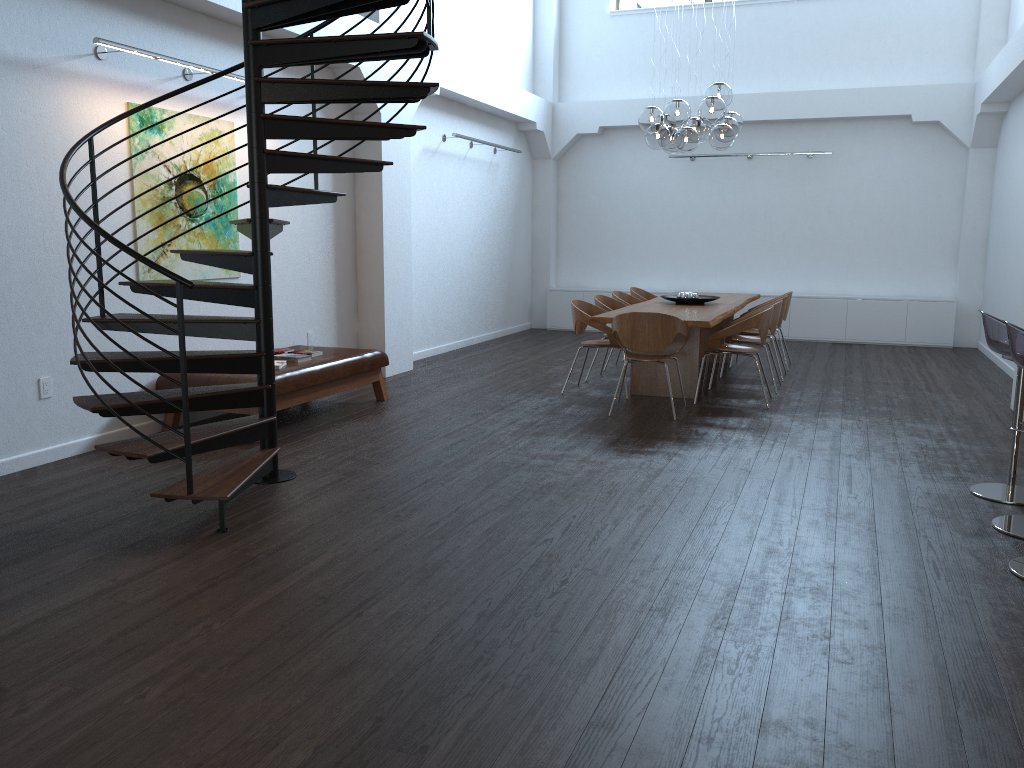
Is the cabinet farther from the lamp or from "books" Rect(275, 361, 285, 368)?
"books" Rect(275, 361, 285, 368)

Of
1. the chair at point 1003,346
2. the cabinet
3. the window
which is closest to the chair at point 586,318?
the chair at point 1003,346

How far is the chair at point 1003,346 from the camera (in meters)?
4.68

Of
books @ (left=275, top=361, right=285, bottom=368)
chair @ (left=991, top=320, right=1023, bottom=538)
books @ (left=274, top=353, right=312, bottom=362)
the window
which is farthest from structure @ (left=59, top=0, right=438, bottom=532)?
the window

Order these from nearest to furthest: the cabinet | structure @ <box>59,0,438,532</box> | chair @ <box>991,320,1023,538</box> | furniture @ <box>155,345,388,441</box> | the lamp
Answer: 1. chair @ <box>991,320,1023,538</box>
2. structure @ <box>59,0,438,532</box>
3. furniture @ <box>155,345,388,441</box>
4. the lamp
5. the cabinet

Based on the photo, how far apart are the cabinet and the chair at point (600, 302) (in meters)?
4.01

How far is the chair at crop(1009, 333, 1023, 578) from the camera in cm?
374

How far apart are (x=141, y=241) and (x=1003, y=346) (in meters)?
5.38

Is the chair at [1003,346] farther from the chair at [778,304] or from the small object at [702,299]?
the small object at [702,299]

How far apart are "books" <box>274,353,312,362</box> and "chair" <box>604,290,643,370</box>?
→ 3.7m
